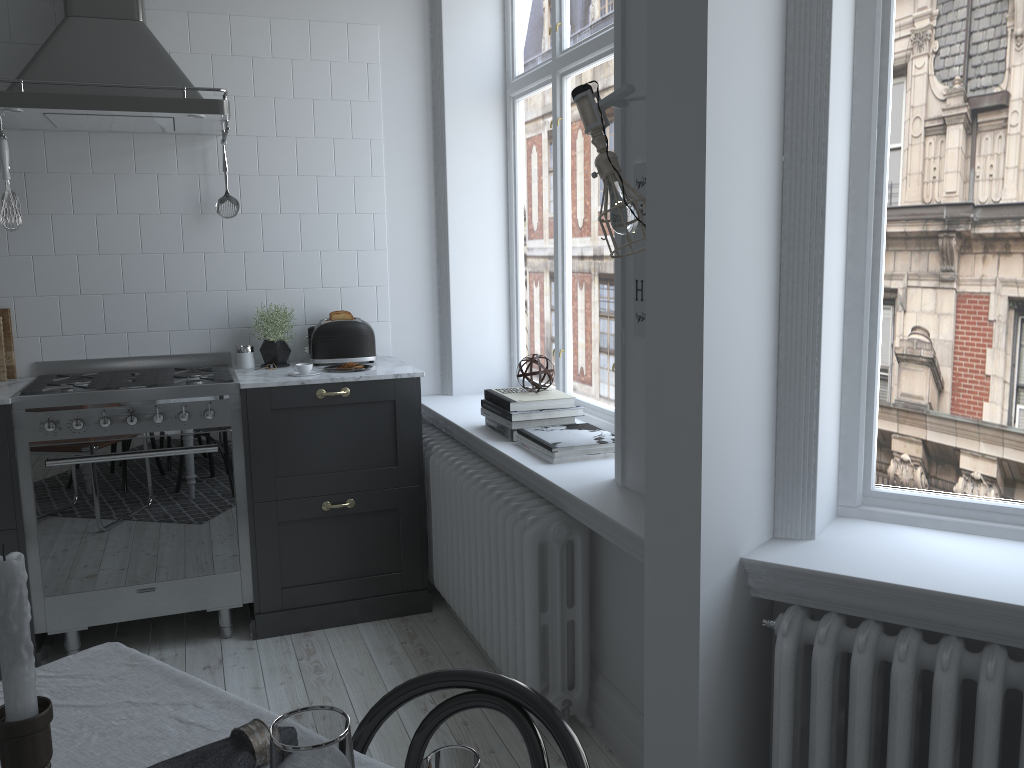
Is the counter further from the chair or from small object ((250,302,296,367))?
the chair

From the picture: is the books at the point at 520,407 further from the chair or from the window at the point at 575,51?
the chair

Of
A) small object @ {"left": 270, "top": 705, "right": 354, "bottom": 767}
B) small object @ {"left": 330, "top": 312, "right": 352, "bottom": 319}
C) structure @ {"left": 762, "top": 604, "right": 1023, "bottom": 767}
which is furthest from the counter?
small object @ {"left": 270, "top": 705, "right": 354, "bottom": 767}

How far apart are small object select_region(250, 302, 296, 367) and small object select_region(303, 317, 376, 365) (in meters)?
0.09

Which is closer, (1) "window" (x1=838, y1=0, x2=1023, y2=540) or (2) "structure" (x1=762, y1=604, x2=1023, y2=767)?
(2) "structure" (x1=762, y1=604, x2=1023, y2=767)

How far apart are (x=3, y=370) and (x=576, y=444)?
2.38m

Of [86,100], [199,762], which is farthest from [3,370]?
[199,762]

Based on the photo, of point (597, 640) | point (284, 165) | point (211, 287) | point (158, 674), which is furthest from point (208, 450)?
point (158, 674)

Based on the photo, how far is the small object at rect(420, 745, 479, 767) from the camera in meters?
0.6

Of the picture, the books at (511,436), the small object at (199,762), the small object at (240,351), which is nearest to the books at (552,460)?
the books at (511,436)
